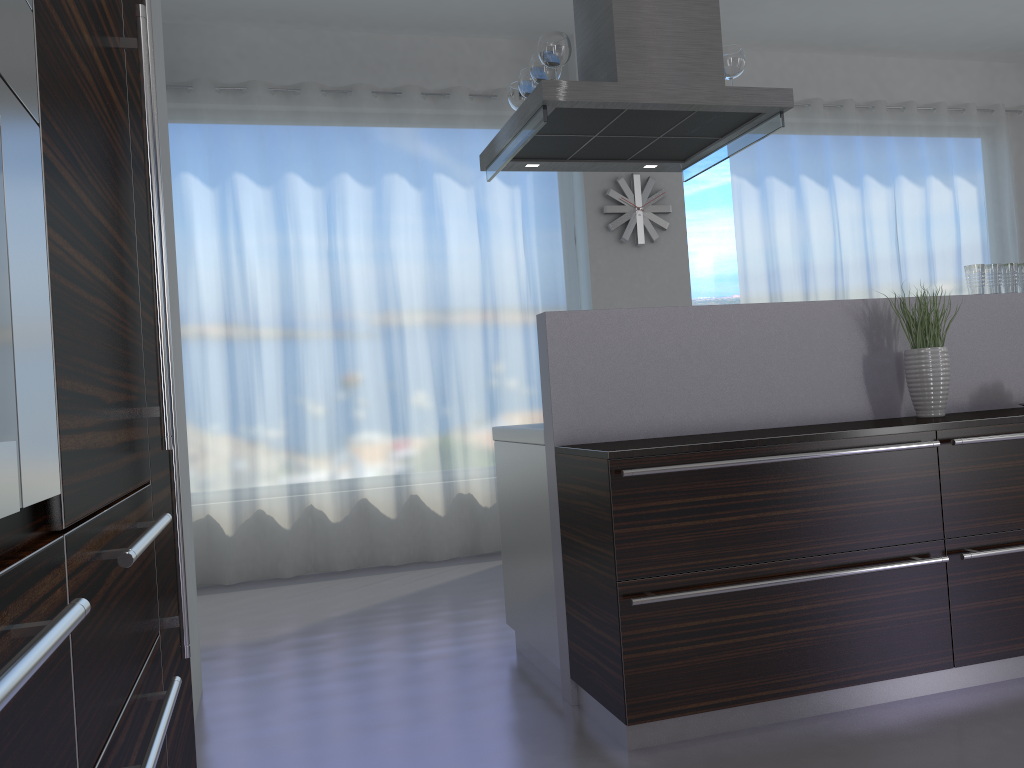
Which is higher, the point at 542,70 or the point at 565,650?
the point at 542,70

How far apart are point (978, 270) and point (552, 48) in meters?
1.8

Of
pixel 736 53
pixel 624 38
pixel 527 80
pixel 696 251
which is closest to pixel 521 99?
pixel 527 80

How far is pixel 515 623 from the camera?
3.5m

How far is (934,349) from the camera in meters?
3.1 m

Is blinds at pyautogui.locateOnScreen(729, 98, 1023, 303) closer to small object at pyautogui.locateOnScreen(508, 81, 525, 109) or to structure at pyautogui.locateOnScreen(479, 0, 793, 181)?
structure at pyautogui.locateOnScreen(479, 0, 793, 181)

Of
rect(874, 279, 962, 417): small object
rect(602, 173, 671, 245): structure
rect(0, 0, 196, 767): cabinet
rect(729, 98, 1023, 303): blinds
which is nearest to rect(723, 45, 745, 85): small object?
rect(874, 279, 962, 417): small object

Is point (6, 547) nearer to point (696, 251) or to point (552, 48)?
point (552, 48)

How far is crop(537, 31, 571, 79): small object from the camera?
3.2 meters

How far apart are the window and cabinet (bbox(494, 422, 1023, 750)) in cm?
338
